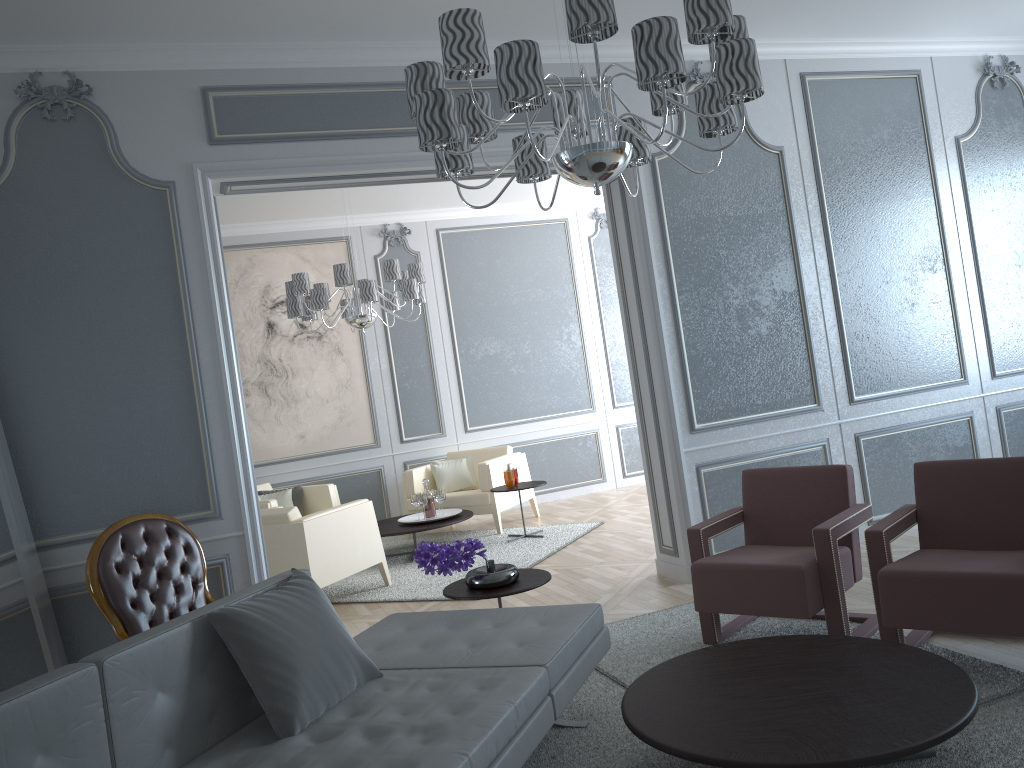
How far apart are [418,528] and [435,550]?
2.9m

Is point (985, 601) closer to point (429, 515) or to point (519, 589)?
point (519, 589)

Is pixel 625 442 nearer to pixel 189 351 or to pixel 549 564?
pixel 549 564

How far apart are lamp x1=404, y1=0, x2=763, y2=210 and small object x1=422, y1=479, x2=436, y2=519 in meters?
3.7 m

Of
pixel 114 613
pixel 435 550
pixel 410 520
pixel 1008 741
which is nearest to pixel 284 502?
pixel 410 520

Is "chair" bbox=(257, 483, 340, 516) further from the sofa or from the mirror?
the sofa

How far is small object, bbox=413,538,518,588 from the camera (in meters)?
3.16

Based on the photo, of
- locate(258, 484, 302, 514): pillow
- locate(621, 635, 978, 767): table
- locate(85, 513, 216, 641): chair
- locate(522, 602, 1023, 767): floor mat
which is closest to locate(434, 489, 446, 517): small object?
locate(258, 484, 302, 514): pillow

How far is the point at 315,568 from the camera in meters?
4.9 m

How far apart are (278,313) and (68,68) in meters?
3.8
